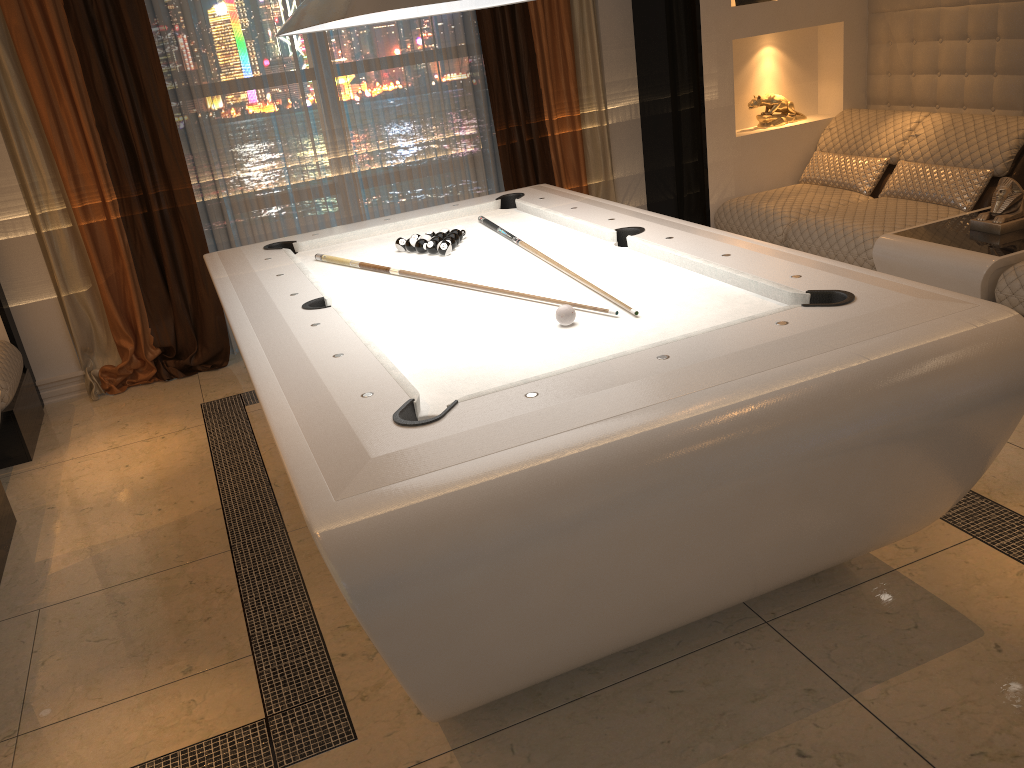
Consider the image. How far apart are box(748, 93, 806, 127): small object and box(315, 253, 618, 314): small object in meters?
2.9 m

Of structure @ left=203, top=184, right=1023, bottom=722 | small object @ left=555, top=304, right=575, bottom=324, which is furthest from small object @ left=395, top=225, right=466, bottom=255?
small object @ left=555, top=304, right=575, bottom=324

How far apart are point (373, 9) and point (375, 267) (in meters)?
1.37

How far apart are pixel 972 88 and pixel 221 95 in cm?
391

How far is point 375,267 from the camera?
3.2 meters

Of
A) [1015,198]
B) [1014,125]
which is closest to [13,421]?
[1015,198]

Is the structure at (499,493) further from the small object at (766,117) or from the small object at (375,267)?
the small object at (766,117)

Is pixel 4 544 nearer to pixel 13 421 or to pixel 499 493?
pixel 13 421

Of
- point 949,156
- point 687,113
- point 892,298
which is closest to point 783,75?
point 687,113

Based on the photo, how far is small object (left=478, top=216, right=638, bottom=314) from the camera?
3.11m
